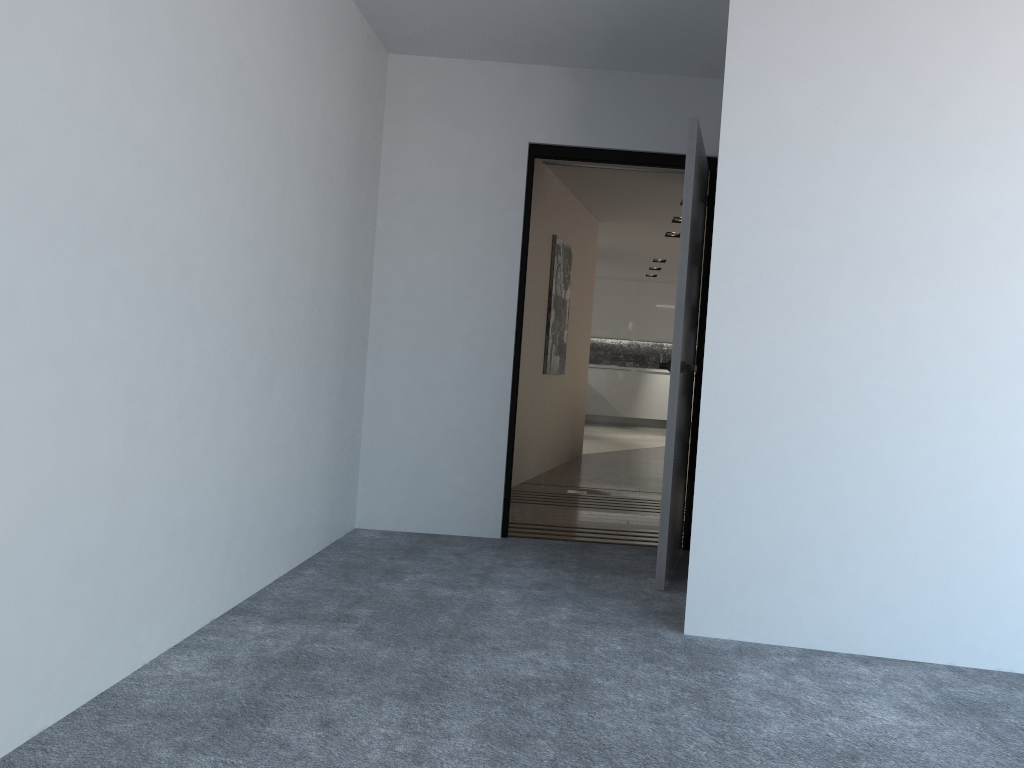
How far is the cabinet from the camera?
14.78m

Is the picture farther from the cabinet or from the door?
the cabinet

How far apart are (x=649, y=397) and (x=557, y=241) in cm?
778

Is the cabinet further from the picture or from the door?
the door

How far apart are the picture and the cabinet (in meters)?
6.99

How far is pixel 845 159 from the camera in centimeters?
299cm

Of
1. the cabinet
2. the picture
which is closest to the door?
the picture

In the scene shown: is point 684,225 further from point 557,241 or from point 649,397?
point 649,397

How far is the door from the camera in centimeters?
370cm

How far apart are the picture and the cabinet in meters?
7.0
